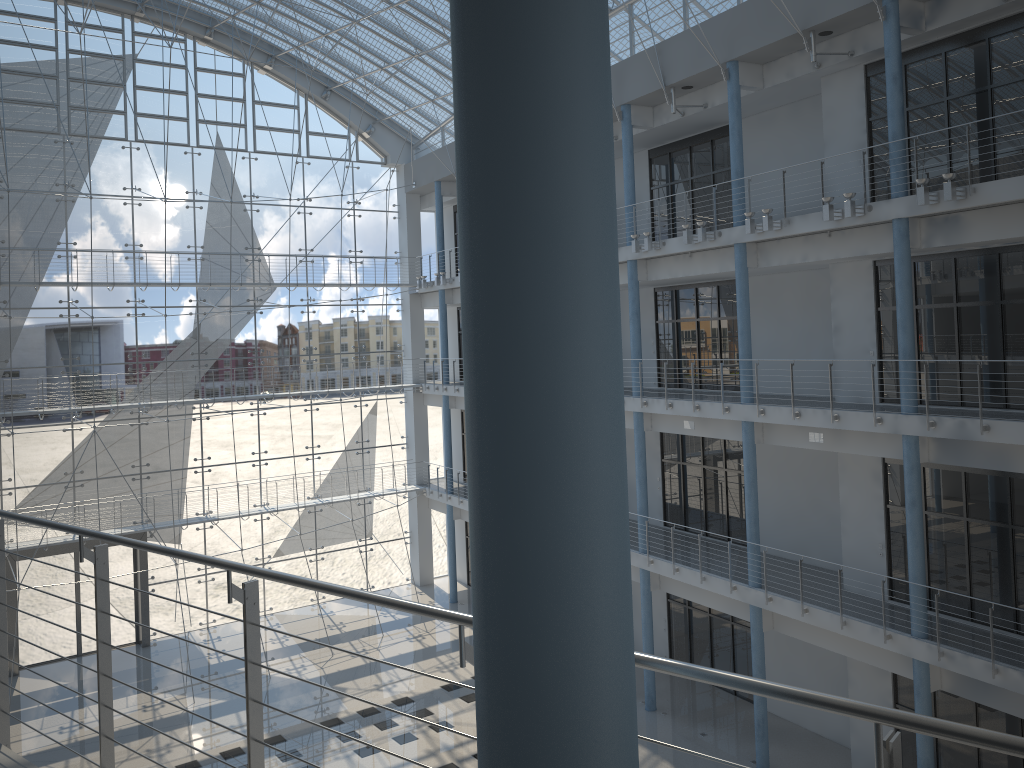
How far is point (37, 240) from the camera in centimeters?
365cm

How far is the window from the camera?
3.6 meters

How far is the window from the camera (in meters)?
3.65
